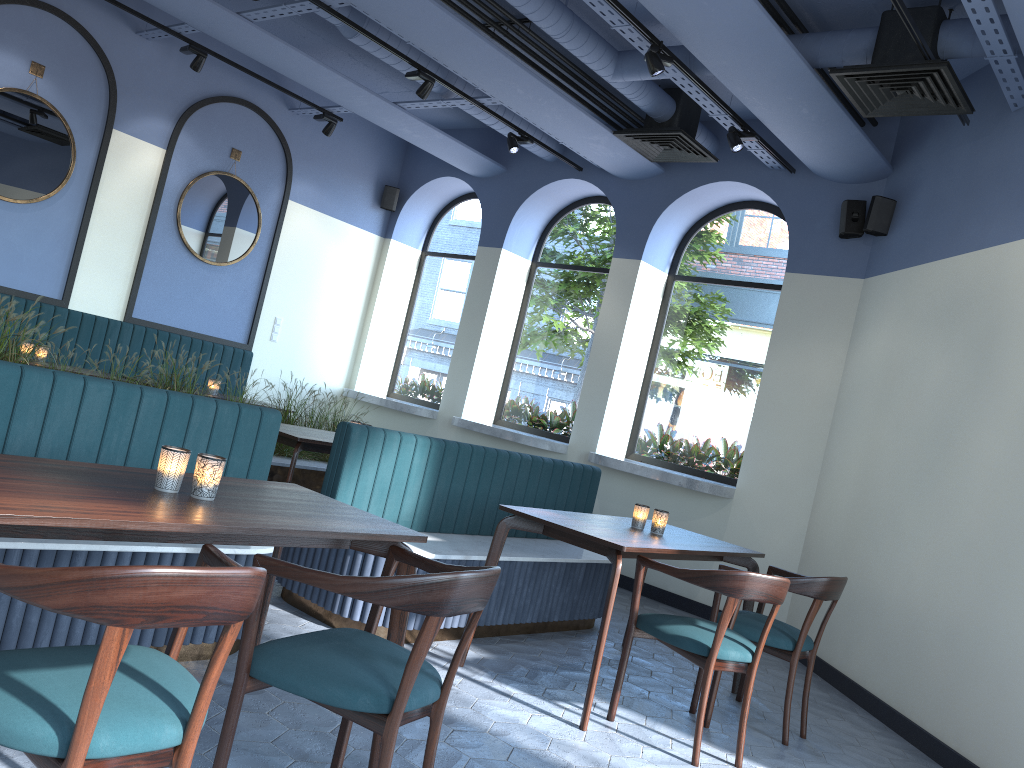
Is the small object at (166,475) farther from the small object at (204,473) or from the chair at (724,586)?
the chair at (724,586)

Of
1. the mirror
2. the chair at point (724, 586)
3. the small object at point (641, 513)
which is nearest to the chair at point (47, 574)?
the chair at point (724, 586)

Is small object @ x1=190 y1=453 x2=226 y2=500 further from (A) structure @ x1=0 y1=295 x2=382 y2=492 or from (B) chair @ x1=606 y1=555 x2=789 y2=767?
(A) structure @ x1=0 y1=295 x2=382 y2=492

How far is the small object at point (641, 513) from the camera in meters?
4.4

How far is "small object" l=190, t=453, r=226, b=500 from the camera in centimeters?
243cm

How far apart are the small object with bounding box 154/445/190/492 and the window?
5.5m

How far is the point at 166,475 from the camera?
2.42m

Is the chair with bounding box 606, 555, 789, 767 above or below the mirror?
below

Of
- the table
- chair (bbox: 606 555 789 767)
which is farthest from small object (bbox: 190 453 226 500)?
chair (bbox: 606 555 789 767)

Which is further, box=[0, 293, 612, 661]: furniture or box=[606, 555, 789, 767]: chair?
box=[606, 555, 789, 767]: chair
